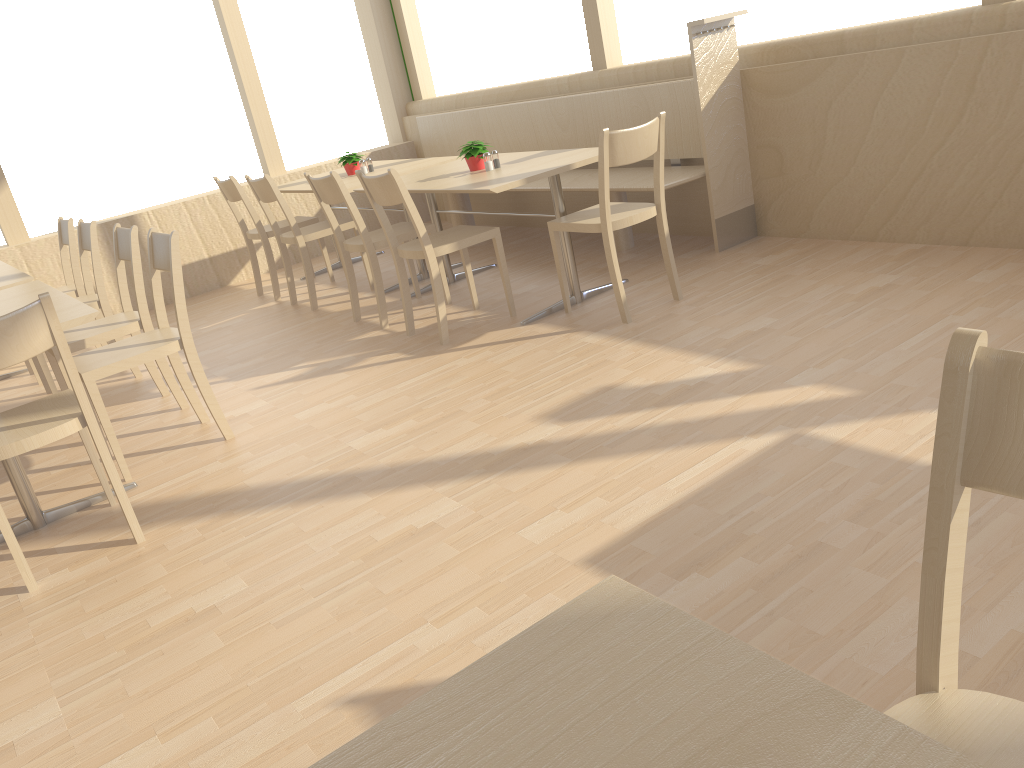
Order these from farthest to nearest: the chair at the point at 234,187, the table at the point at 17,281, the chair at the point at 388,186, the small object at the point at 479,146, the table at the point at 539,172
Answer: the chair at the point at 234,187 → the small object at the point at 479,146 → the table at the point at 17,281 → the table at the point at 539,172 → the chair at the point at 388,186

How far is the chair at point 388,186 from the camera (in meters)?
3.71

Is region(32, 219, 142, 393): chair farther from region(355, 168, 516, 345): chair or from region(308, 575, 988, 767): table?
region(308, 575, 988, 767): table

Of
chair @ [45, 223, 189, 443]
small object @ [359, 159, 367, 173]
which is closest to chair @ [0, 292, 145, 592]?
chair @ [45, 223, 189, 443]

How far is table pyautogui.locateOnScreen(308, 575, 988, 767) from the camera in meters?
0.6

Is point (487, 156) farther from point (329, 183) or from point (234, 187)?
point (234, 187)

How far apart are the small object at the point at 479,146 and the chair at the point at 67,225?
2.2 meters

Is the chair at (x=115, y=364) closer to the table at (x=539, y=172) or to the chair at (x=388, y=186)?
the chair at (x=388, y=186)

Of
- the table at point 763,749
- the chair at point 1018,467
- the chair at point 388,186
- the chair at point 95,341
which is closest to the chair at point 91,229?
the chair at point 95,341

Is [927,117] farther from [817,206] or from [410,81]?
[410,81]
